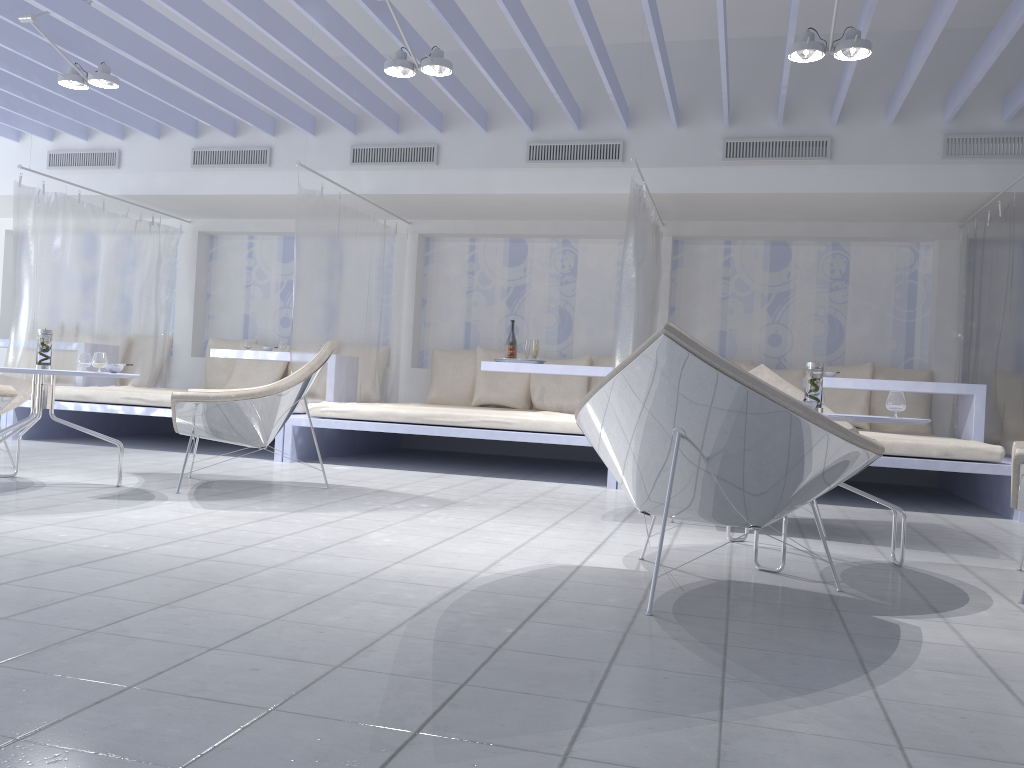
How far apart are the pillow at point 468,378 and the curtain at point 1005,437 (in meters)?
3.69

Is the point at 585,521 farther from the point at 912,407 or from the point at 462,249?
the point at 462,249

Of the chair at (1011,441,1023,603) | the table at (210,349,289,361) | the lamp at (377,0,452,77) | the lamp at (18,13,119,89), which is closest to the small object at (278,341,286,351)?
the table at (210,349,289,361)

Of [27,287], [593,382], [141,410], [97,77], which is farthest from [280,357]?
[593,382]

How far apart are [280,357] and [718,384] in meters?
5.0 m

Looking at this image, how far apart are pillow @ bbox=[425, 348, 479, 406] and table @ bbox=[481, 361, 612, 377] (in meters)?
1.15

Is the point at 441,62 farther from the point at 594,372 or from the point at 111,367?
the point at 594,372

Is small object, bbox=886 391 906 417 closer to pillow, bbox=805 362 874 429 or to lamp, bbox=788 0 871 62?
lamp, bbox=788 0 871 62

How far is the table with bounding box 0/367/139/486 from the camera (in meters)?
4.02

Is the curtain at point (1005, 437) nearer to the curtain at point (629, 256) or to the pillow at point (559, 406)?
the curtain at point (629, 256)
